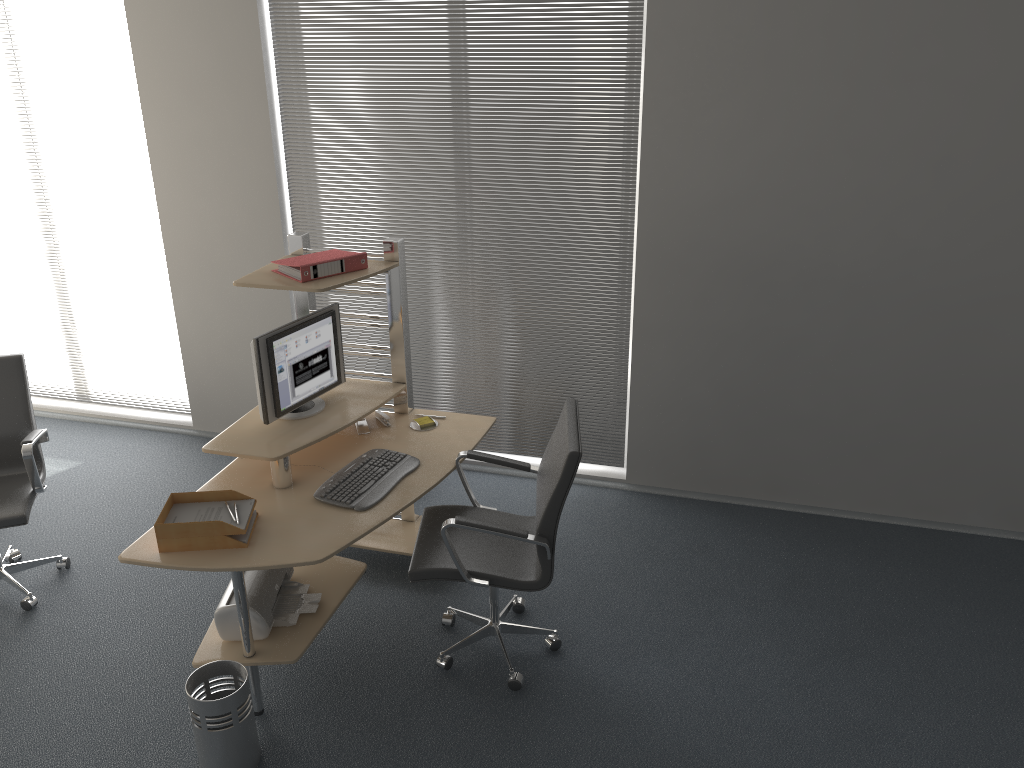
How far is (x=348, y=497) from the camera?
3.4m

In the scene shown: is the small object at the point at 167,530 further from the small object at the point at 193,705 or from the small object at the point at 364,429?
the small object at the point at 364,429

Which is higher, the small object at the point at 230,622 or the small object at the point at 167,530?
the small object at the point at 167,530

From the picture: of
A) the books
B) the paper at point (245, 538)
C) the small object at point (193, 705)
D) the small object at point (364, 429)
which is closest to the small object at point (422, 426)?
the small object at point (364, 429)

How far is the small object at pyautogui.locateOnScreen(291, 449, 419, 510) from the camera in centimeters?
344cm

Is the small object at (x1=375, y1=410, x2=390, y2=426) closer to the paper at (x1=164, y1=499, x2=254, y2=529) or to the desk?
the desk

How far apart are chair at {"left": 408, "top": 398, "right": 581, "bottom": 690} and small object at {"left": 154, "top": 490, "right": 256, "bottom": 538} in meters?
0.7 m

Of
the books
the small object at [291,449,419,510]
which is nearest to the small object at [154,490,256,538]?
the small object at [291,449,419,510]

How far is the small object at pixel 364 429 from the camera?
4.0 meters

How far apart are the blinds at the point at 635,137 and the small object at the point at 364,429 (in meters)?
1.09
